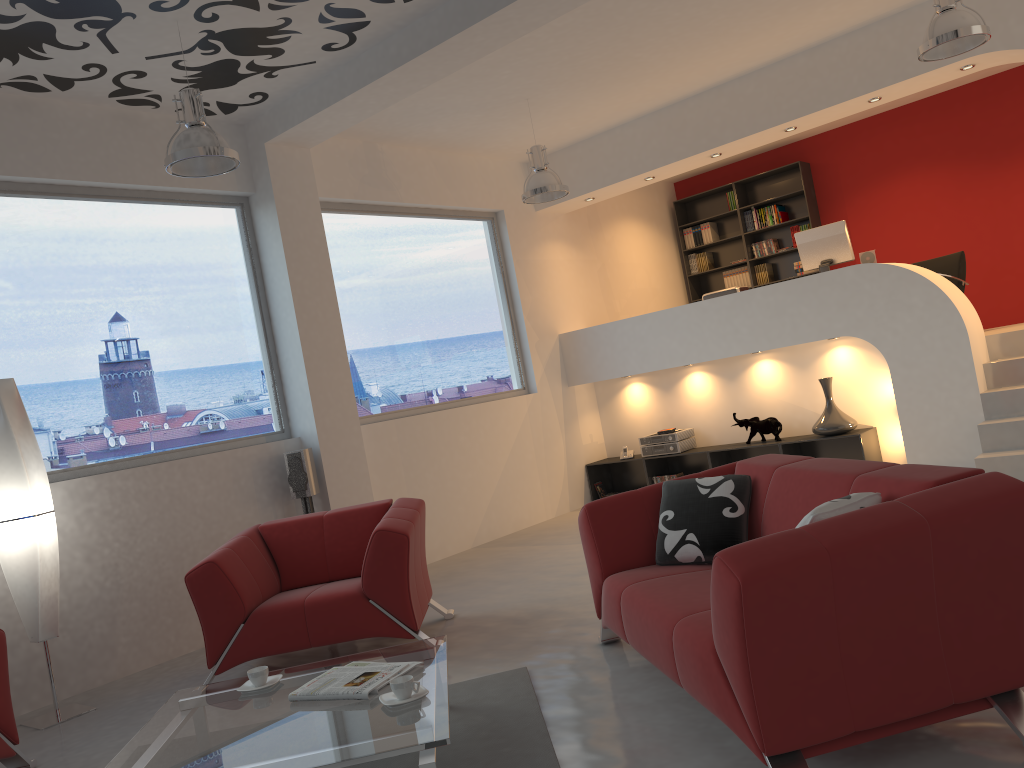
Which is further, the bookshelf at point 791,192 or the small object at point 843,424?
the bookshelf at point 791,192

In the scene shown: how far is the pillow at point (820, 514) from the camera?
2.58m

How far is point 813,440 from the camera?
7.42m

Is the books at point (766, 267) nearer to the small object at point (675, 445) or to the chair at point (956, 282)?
the chair at point (956, 282)

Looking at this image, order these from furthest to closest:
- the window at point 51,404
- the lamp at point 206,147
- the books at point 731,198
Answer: the books at point 731,198
the window at point 51,404
the lamp at point 206,147

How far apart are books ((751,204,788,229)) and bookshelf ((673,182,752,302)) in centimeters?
24cm

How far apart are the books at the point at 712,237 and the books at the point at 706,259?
0.2m

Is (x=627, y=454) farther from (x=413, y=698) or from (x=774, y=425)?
(x=413, y=698)

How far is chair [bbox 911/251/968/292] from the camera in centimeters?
841cm

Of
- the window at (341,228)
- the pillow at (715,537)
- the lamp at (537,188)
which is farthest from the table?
the lamp at (537,188)
